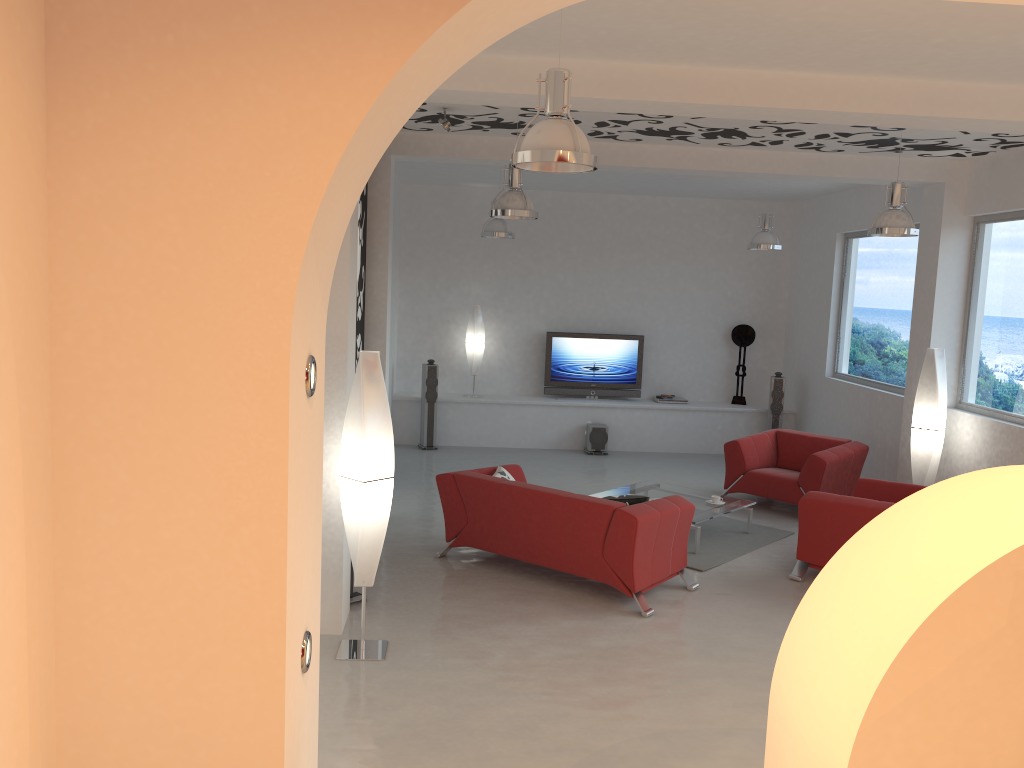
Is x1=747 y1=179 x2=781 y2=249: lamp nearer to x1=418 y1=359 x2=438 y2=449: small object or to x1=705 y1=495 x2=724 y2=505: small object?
x1=705 y1=495 x2=724 y2=505: small object

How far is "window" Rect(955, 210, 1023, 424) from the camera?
7.6 meters

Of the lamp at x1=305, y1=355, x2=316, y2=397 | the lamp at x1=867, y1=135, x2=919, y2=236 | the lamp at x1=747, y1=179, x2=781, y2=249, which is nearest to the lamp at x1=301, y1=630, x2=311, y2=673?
the lamp at x1=305, y1=355, x2=316, y2=397

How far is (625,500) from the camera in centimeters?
636cm

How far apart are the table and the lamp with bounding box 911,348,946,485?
1.6 meters

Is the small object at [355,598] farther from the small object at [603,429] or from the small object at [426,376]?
the small object at [603,429]

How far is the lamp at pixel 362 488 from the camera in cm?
500

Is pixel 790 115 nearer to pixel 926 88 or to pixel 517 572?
pixel 926 88

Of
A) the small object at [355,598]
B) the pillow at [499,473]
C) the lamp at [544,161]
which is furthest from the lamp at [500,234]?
the lamp at [544,161]

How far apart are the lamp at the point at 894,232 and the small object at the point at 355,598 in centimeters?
479cm
